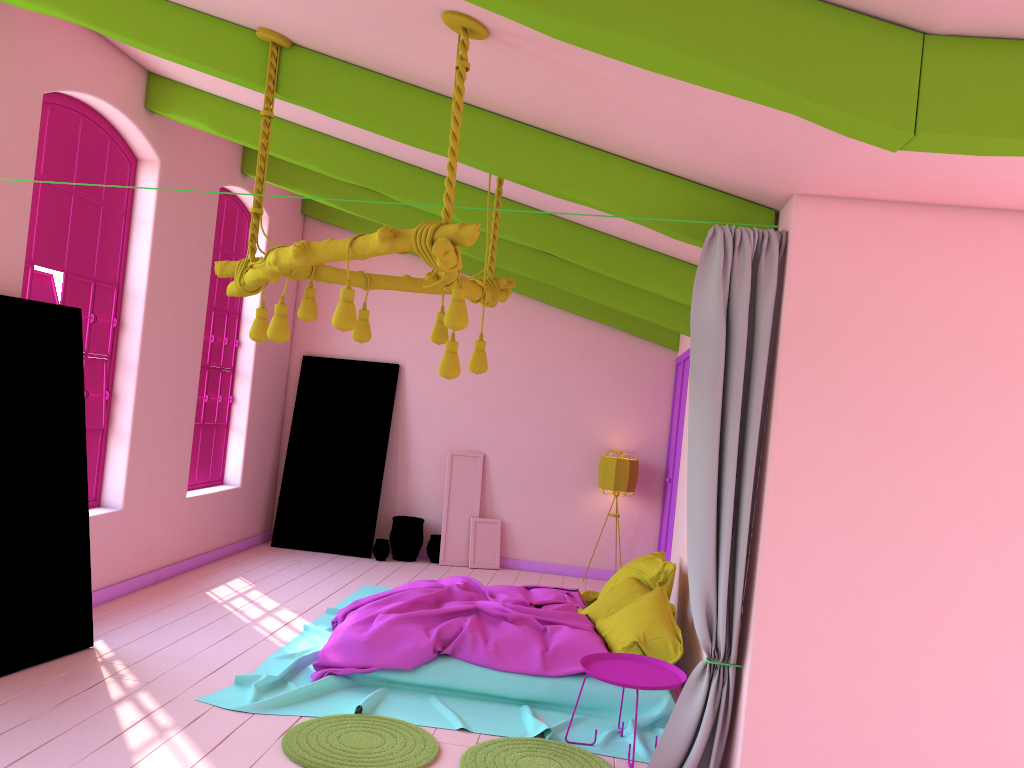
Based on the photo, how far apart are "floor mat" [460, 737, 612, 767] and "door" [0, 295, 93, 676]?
2.73m

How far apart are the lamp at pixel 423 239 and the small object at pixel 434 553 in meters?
5.6

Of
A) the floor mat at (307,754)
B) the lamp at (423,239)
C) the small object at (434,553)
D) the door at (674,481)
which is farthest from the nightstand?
the small object at (434,553)

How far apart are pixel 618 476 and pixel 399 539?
2.52m

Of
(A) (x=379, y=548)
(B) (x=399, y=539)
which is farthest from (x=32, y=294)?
(B) (x=399, y=539)

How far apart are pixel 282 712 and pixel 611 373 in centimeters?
599cm

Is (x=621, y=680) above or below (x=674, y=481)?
below

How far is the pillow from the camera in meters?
5.6 m

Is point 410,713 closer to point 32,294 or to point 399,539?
point 32,294

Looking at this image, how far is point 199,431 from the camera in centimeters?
880cm
